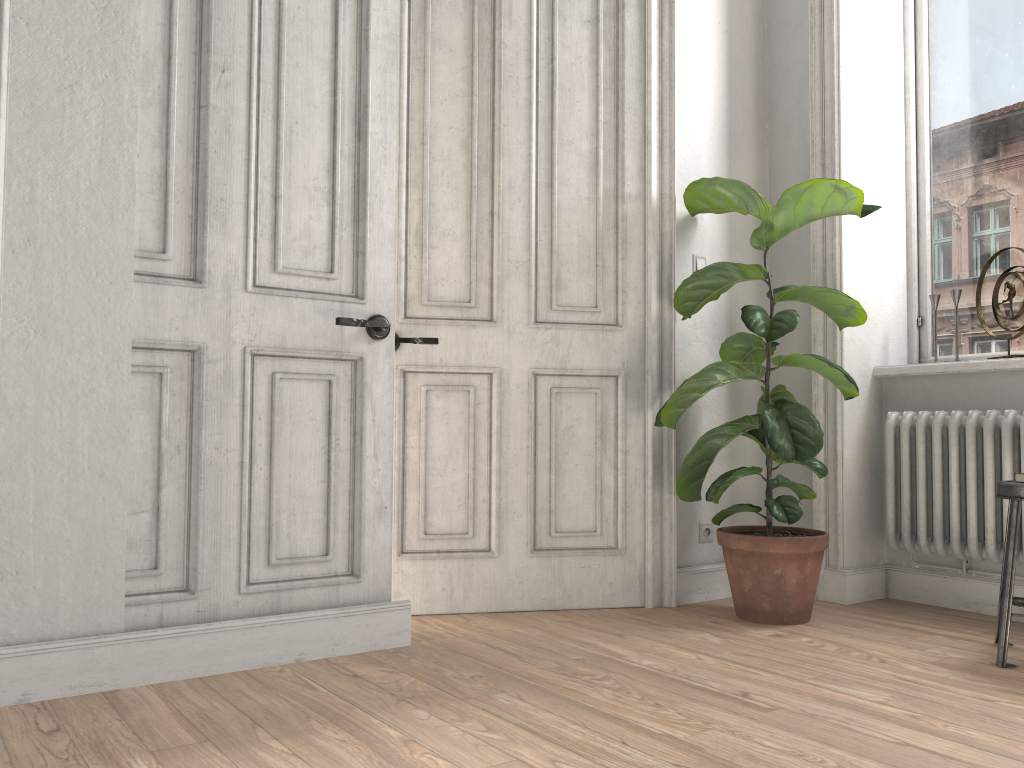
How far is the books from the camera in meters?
2.7

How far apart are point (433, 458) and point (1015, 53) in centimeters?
280cm

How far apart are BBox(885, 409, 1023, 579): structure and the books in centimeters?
39cm

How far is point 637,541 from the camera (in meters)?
3.37

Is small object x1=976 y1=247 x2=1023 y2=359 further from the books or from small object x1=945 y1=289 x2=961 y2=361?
the books

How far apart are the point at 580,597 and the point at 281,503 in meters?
1.3

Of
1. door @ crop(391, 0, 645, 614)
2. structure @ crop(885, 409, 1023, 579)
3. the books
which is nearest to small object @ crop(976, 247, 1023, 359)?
structure @ crop(885, 409, 1023, 579)

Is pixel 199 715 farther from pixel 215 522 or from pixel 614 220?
pixel 614 220

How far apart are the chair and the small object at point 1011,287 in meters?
1.0

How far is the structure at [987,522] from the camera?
3.13m
